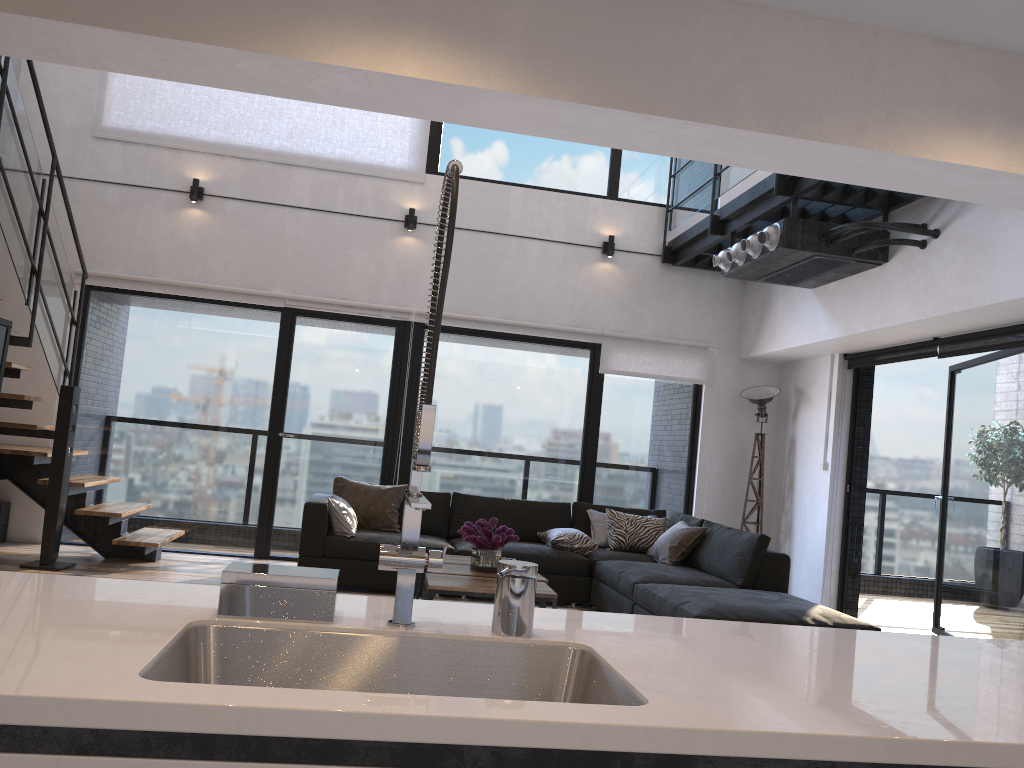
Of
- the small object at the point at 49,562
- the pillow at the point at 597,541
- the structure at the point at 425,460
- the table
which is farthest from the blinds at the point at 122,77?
the structure at the point at 425,460

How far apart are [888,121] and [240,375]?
5.45m

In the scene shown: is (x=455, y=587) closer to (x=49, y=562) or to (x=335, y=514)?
(x=335, y=514)

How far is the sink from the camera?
1.5m

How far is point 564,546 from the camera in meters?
6.4 m

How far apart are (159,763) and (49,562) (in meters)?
5.47

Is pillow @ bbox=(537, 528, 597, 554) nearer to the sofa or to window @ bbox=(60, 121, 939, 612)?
the sofa

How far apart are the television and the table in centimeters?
272cm

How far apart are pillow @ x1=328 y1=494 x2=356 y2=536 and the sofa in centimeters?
4cm

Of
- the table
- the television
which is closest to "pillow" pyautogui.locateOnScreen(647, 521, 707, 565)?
the table
